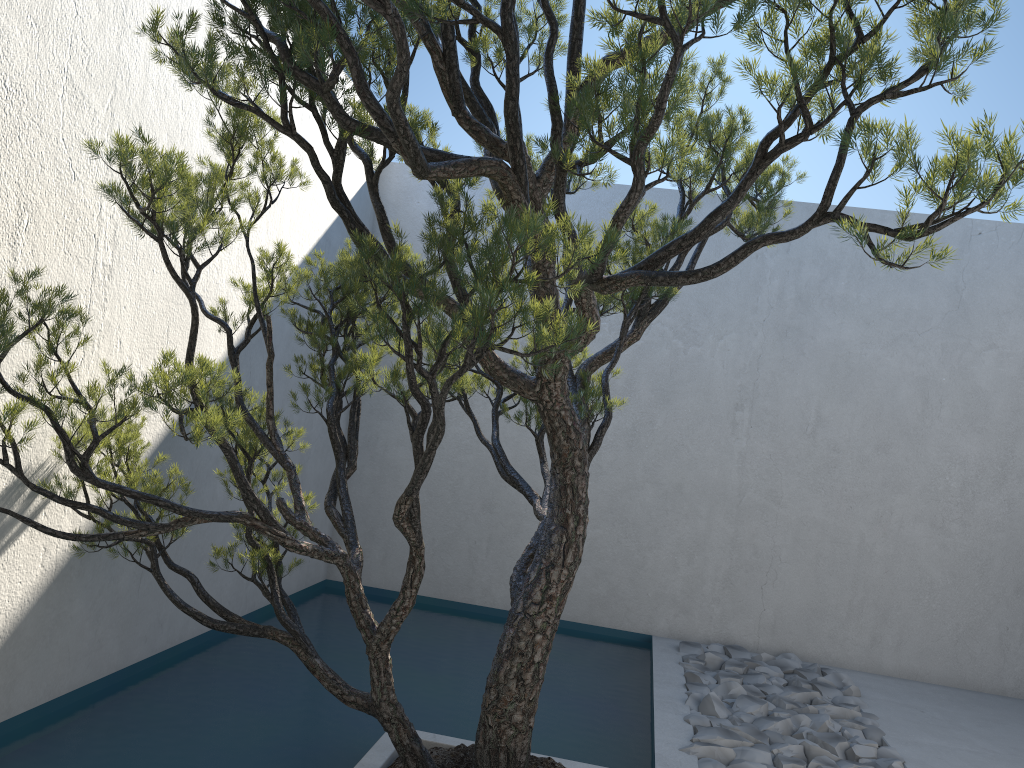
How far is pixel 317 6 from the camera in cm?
179

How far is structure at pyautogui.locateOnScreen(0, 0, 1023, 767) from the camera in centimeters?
179cm

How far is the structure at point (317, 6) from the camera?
1.8m

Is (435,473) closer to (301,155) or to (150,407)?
(301,155)
